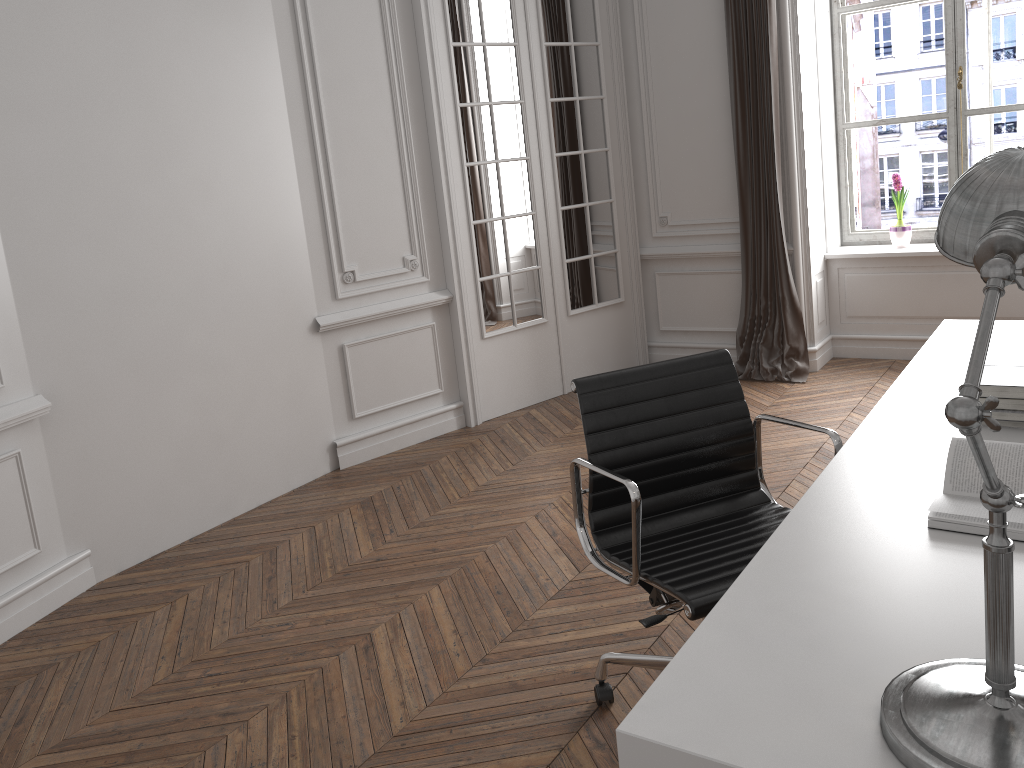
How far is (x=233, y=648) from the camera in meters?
3.0

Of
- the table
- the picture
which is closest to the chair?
the table

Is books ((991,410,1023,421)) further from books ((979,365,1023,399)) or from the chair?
the chair

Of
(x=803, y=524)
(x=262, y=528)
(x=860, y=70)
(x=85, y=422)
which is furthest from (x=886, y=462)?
(x=860, y=70)

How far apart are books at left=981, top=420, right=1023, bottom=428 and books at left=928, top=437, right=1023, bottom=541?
0.4 meters

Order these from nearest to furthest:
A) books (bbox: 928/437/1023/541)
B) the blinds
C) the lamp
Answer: the lamp → books (bbox: 928/437/1023/541) → the blinds

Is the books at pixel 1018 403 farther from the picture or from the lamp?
the picture

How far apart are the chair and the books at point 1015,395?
0.4 meters

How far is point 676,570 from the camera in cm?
206

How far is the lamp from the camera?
1.0 meters
